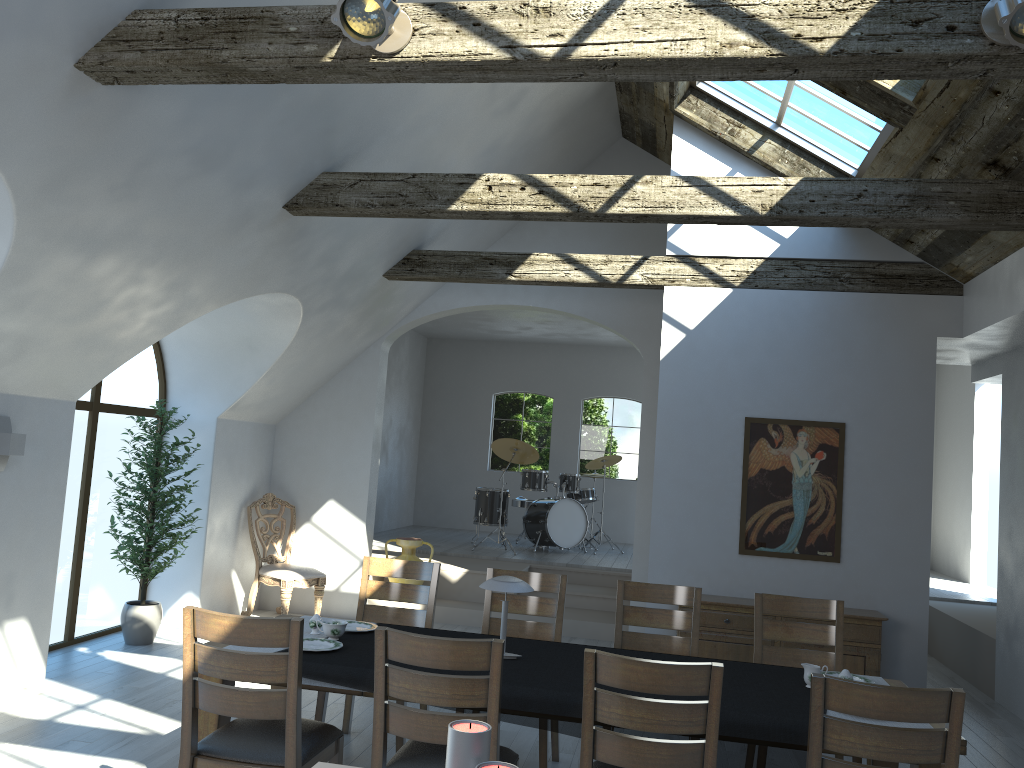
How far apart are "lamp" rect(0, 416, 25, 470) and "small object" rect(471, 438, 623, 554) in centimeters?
629cm

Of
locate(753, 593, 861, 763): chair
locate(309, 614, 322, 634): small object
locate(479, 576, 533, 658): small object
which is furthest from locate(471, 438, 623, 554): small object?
locate(479, 576, 533, 658): small object

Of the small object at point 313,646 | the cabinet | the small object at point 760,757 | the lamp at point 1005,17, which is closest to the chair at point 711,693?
the small object at point 760,757

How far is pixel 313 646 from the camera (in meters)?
3.91

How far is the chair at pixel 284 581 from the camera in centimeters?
791cm

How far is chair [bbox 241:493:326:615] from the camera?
7.9m

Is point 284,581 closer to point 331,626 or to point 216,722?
point 331,626

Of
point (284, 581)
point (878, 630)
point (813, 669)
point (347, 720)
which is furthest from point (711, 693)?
point (284, 581)

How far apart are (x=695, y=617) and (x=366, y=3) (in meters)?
3.48

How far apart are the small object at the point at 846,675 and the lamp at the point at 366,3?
3.15m
